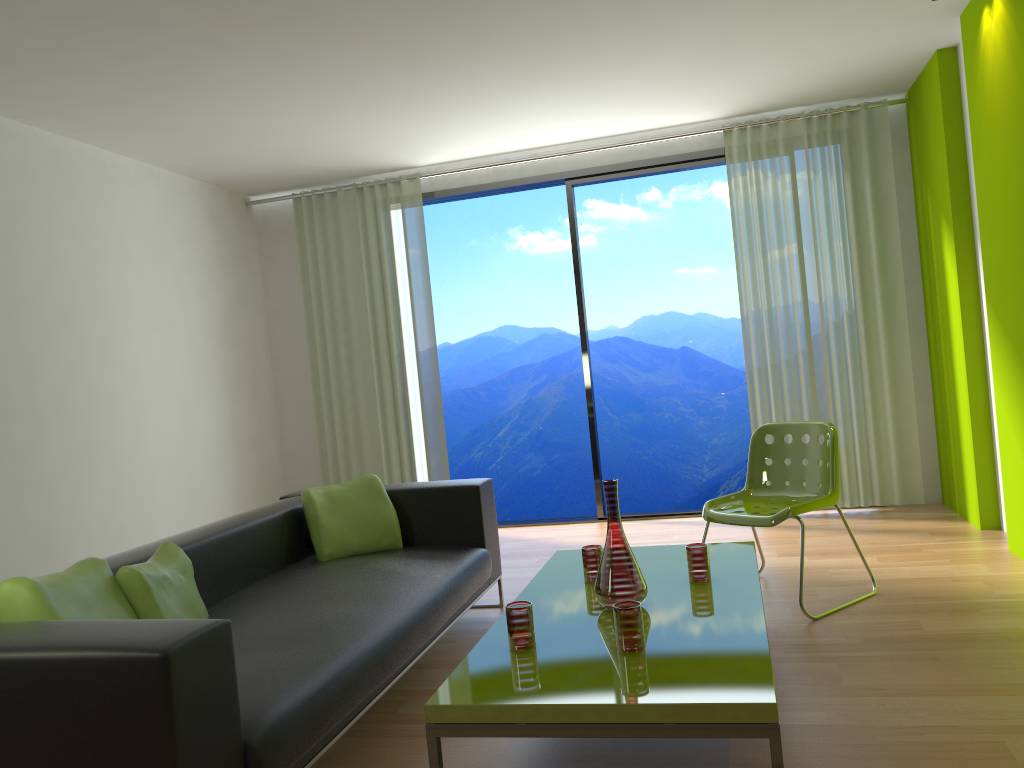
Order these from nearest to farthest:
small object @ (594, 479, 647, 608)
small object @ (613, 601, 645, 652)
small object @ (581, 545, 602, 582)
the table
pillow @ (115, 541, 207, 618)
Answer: the table
small object @ (613, 601, 645, 652)
pillow @ (115, 541, 207, 618)
small object @ (594, 479, 647, 608)
small object @ (581, 545, 602, 582)

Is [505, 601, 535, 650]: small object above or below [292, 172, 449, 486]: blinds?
below

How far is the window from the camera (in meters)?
6.04

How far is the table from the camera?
2.0m

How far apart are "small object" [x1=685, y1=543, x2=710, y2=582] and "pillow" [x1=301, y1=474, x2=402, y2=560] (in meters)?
1.46

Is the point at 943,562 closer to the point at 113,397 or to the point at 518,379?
A: the point at 113,397

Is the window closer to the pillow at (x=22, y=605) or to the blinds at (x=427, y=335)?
the blinds at (x=427, y=335)

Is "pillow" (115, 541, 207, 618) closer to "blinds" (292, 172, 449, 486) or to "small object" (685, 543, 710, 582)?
"small object" (685, 543, 710, 582)

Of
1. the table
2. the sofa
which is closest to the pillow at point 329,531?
the sofa

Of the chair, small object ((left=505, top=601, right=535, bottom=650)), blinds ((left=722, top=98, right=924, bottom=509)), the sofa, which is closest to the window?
blinds ((left=722, top=98, right=924, bottom=509))
